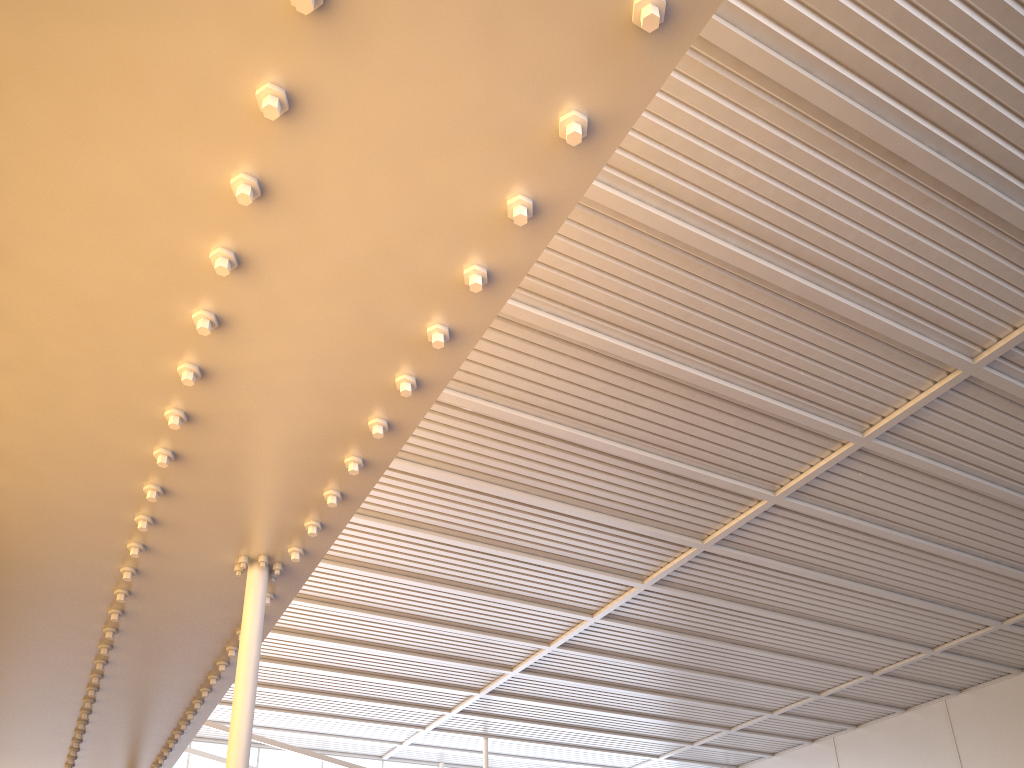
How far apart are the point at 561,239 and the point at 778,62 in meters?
3.6 m
